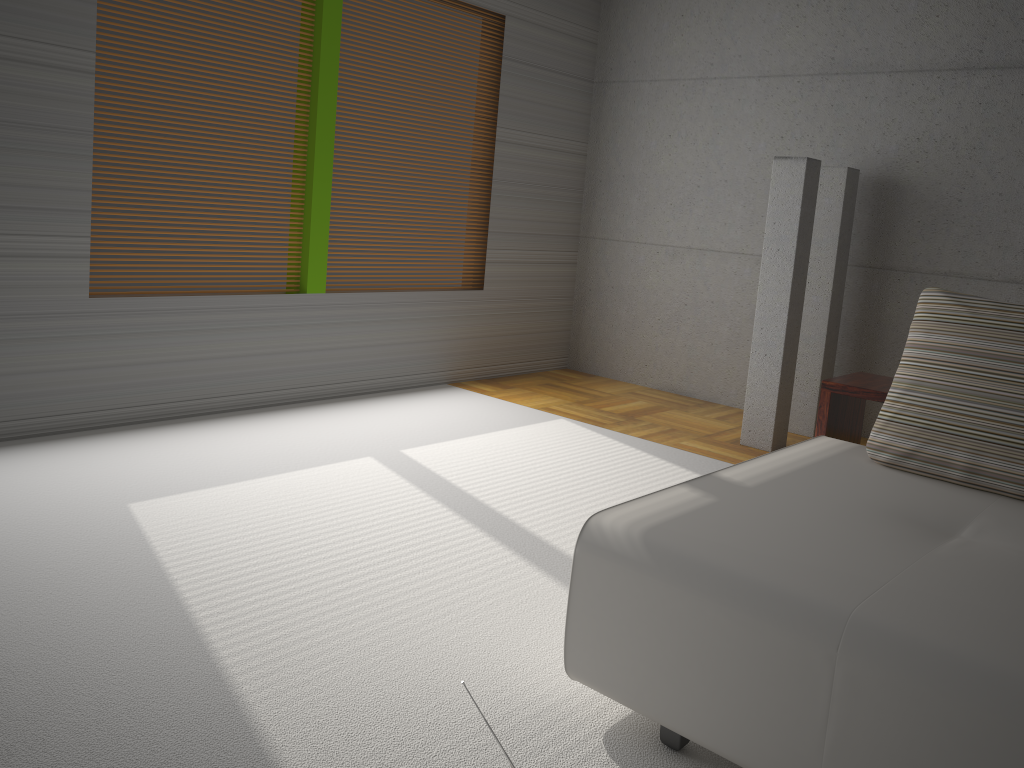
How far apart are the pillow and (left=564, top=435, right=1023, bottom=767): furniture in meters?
0.0

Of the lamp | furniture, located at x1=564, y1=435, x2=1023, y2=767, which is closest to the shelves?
furniture, located at x1=564, y1=435, x2=1023, y2=767

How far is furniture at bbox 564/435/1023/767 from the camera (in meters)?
1.73

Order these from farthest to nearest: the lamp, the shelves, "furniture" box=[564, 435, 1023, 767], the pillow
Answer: the lamp → the shelves → the pillow → "furniture" box=[564, 435, 1023, 767]

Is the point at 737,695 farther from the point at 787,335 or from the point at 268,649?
the point at 787,335

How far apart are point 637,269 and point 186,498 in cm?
411

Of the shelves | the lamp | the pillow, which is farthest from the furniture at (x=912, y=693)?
the lamp

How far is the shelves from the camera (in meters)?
3.34

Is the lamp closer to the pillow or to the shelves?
the shelves

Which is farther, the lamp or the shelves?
the lamp
